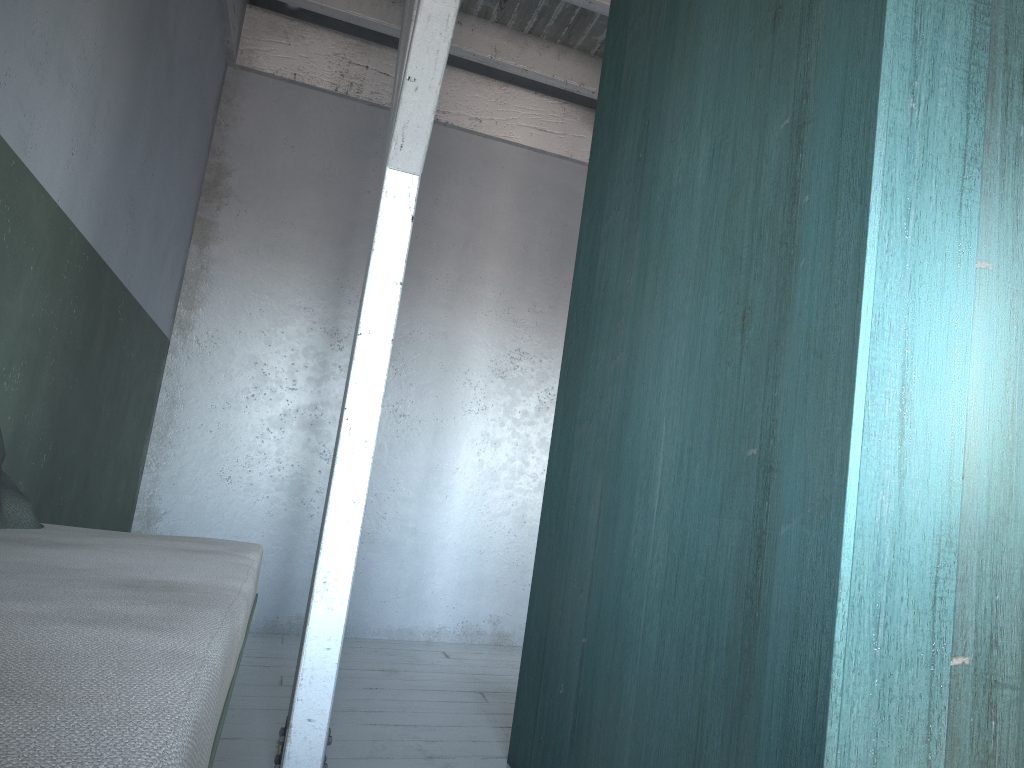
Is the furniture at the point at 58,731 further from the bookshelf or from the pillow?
the bookshelf

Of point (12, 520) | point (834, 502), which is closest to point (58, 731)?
point (834, 502)

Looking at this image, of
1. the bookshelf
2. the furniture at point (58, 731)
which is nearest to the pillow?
the furniture at point (58, 731)

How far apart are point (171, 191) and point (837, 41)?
4.3m

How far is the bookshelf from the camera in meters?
1.6

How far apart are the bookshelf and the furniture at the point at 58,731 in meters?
1.0 m

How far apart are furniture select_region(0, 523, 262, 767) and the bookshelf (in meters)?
1.00

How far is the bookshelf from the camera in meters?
1.6 m

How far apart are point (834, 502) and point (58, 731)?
1.39m

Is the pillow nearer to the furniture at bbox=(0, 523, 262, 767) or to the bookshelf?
the furniture at bbox=(0, 523, 262, 767)
